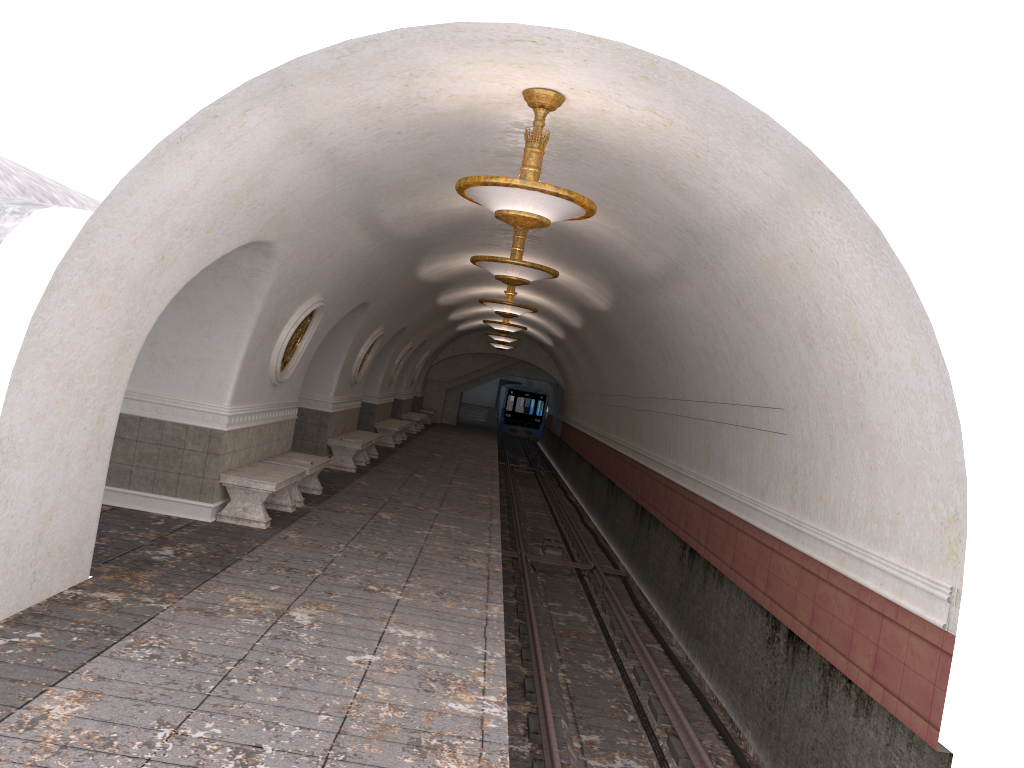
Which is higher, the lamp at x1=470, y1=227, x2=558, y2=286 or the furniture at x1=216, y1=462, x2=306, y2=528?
the lamp at x1=470, y1=227, x2=558, y2=286

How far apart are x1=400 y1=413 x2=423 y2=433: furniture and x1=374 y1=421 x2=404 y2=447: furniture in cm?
466

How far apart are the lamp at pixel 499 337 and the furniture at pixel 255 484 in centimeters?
1372cm

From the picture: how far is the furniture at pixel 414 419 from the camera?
27.41m

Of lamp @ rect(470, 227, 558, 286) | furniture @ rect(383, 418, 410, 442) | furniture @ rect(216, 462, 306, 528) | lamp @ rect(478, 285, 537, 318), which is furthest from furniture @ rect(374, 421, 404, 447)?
lamp @ rect(470, 227, 558, 286)

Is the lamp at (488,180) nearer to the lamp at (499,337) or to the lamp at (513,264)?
the lamp at (513,264)

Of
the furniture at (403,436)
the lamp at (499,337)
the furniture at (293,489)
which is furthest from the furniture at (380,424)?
the furniture at (293,489)

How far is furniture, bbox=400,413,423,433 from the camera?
27.41m

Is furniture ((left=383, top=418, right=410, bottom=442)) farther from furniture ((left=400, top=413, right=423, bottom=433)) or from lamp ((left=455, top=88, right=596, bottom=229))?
lamp ((left=455, top=88, right=596, bottom=229))

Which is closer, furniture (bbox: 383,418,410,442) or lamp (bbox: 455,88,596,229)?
lamp (bbox: 455,88,596,229)
